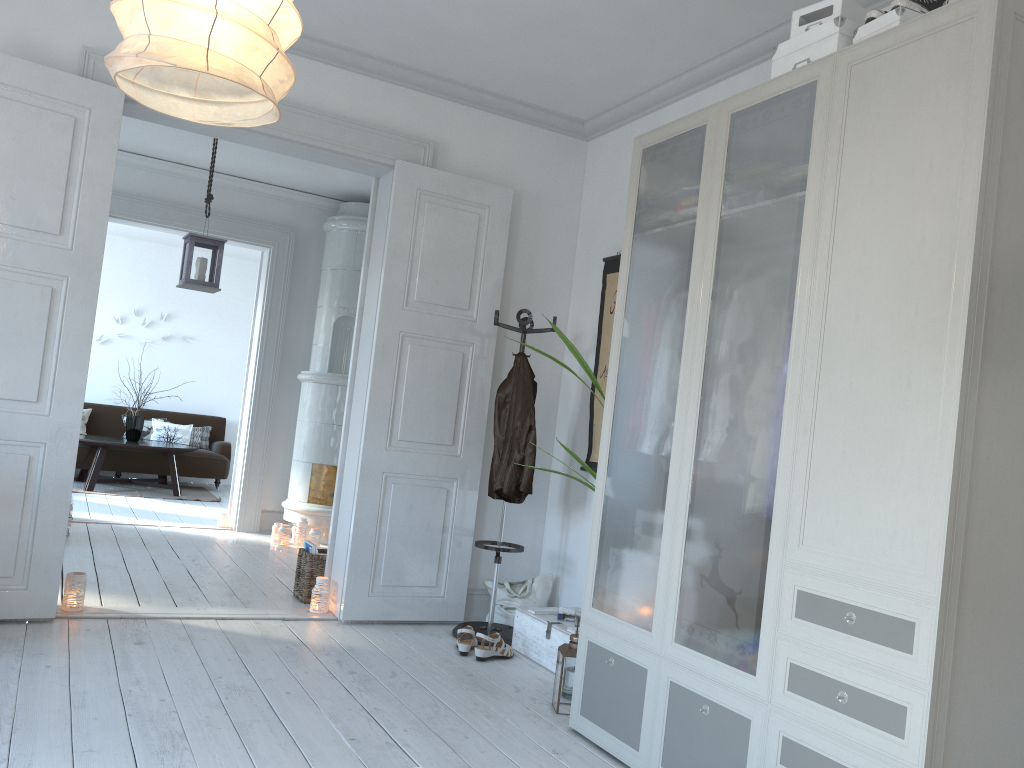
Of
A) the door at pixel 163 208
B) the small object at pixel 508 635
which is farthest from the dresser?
the door at pixel 163 208

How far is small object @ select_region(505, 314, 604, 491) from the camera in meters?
3.6 m

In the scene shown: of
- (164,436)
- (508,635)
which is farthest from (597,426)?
(164,436)

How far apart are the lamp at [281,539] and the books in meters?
1.8

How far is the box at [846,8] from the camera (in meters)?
2.72

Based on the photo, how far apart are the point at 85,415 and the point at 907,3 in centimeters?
957cm

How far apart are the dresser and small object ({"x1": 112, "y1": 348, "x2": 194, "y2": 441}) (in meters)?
5.56

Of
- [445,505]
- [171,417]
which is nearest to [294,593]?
[445,505]

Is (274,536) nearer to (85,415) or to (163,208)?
(163,208)

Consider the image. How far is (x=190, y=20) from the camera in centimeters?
154cm
